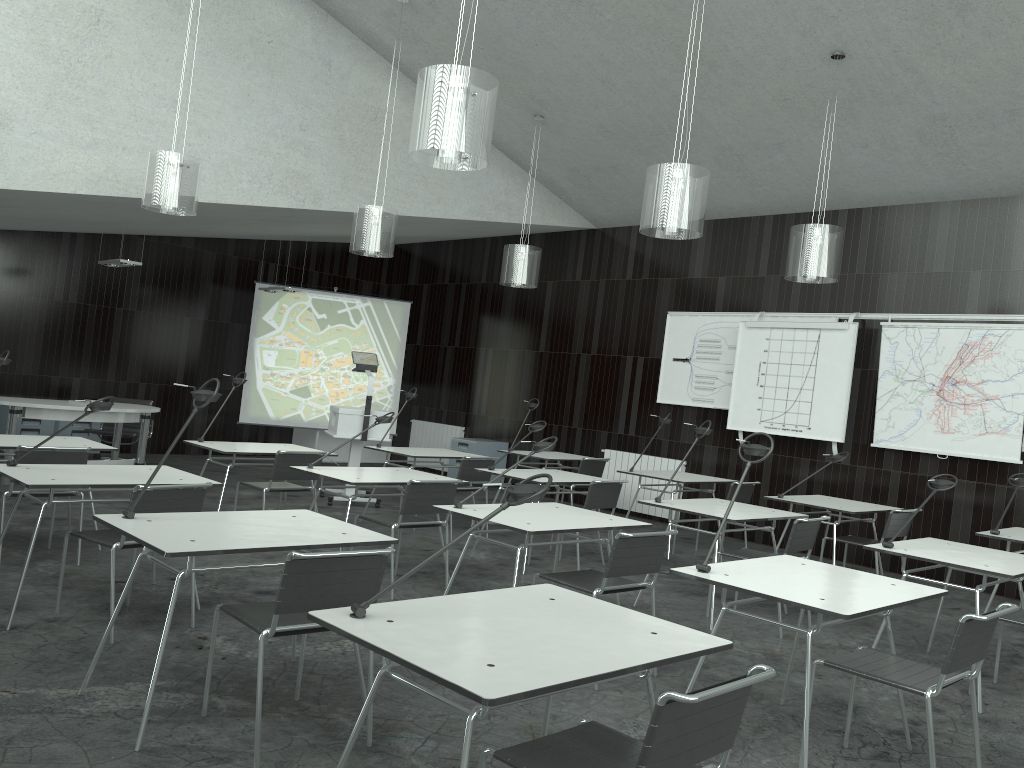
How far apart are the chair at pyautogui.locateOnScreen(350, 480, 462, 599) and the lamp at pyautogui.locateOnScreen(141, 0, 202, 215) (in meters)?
2.47

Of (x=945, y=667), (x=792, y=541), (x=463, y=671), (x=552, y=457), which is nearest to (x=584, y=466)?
(x=552, y=457)

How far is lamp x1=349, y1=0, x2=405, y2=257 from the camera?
7.04m

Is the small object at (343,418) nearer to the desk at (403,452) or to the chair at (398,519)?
the desk at (403,452)

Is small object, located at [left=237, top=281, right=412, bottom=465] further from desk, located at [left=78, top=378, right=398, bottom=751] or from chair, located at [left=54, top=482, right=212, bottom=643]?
desk, located at [left=78, top=378, right=398, bottom=751]

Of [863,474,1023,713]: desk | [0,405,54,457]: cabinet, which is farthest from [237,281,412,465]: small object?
[863,474,1023,713]: desk

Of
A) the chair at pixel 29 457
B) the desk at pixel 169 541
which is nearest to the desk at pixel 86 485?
the chair at pixel 29 457

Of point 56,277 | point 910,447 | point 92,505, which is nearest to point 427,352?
point 56,277

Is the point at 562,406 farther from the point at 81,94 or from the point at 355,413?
the point at 81,94

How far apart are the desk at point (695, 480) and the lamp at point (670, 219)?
2.66m
